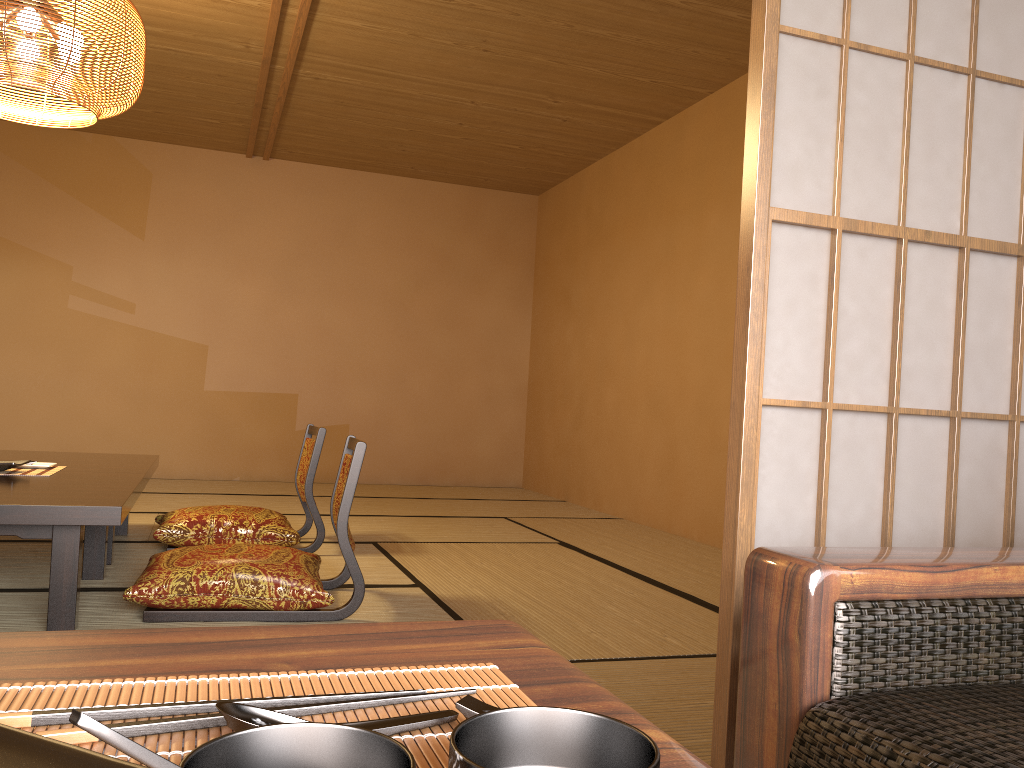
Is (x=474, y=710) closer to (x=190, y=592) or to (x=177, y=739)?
(x=177, y=739)

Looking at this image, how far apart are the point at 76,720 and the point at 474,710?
0.2m

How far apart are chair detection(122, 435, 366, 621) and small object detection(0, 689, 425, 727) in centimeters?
221cm

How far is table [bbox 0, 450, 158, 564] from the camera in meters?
3.4 m

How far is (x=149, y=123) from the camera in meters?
6.2

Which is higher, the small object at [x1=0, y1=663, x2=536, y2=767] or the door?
the door

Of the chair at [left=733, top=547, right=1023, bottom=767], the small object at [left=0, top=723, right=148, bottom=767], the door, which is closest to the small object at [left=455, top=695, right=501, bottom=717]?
the small object at [left=0, top=723, right=148, bottom=767]

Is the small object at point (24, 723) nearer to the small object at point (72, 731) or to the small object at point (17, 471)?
the small object at point (72, 731)

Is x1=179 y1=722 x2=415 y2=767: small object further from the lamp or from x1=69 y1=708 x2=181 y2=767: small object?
the lamp

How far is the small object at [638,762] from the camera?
0.37m
